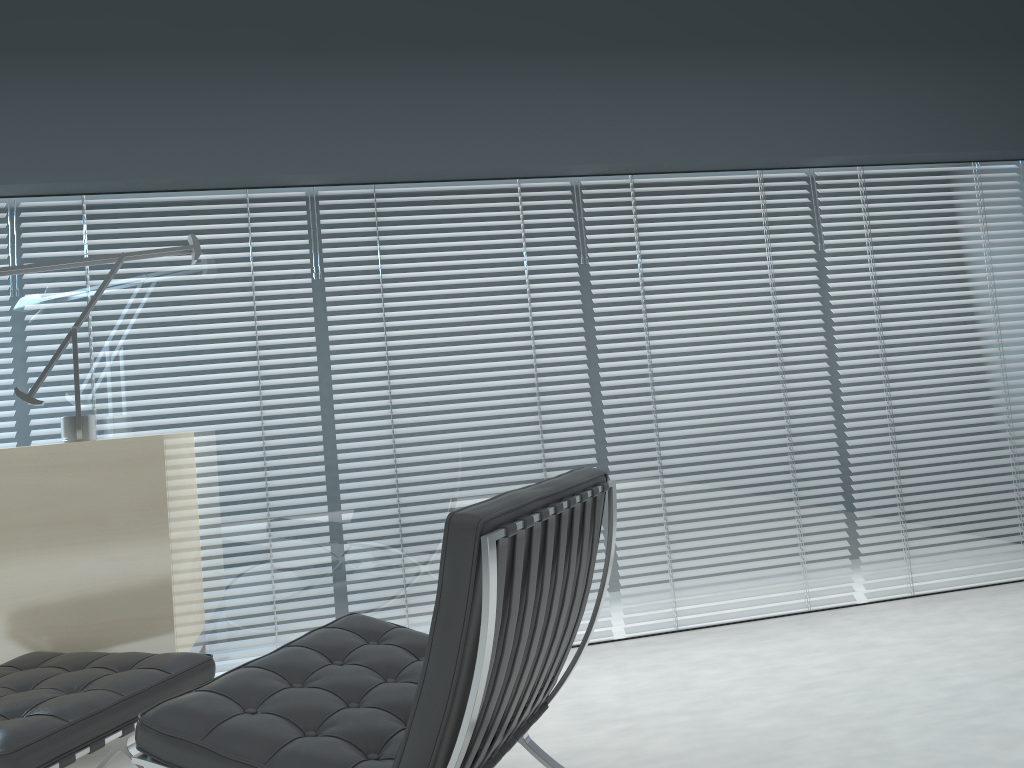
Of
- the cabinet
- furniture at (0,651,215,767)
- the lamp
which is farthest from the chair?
the lamp

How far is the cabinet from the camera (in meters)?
2.40

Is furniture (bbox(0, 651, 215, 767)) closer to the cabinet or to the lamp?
the cabinet

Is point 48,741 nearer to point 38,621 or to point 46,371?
point 38,621

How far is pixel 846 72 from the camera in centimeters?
339cm

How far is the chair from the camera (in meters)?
1.34

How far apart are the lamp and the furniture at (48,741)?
0.7m

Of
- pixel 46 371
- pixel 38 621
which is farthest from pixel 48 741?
pixel 46 371

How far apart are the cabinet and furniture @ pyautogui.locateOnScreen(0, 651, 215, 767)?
0.18m

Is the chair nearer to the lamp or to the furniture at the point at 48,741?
the furniture at the point at 48,741
